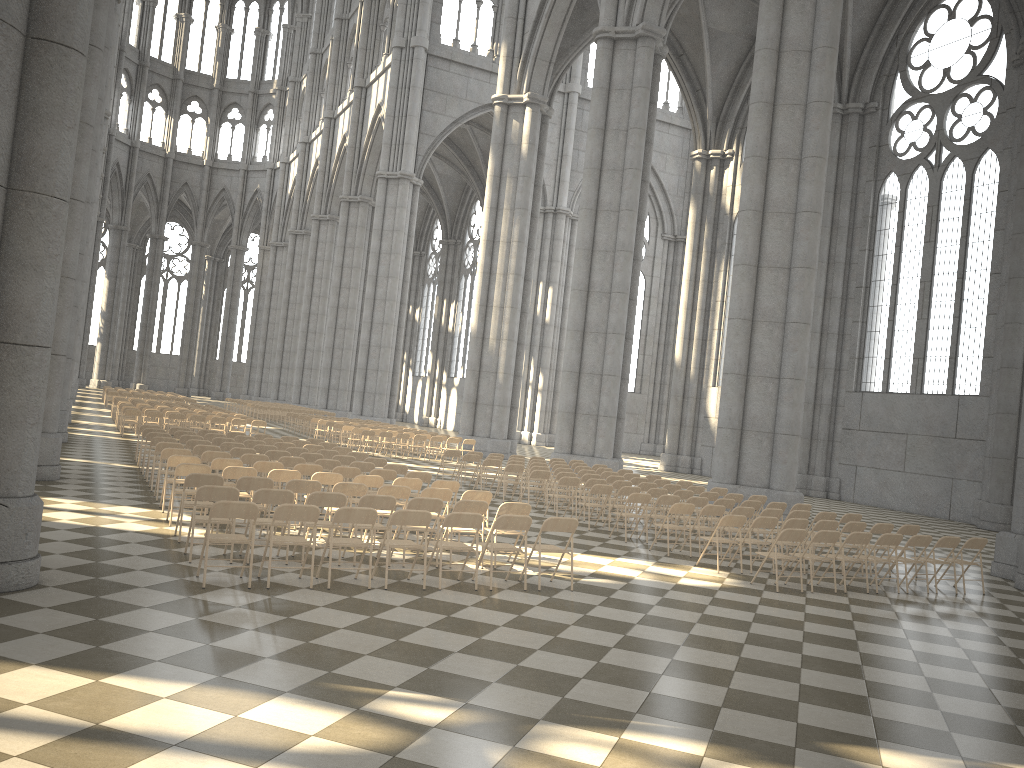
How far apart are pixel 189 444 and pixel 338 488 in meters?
5.9 m

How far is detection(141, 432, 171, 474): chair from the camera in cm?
1651

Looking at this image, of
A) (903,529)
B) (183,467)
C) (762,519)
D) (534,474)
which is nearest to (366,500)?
(183,467)

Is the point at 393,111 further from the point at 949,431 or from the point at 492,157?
the point at 949,431

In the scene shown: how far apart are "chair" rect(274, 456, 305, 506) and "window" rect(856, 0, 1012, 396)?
21.8m

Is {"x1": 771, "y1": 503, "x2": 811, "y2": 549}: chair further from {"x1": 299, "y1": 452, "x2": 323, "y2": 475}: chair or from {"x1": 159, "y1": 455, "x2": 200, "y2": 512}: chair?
{"x1": 159, "y1": 455, "x2": 200, "y2": 512}: chair

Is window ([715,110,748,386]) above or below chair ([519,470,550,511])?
above

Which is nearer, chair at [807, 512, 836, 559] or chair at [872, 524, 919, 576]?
chair at [872, 524, 919, 576]

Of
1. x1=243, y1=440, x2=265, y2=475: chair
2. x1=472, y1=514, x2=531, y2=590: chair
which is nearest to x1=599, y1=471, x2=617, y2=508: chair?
x1=243, y1=440, x2=265, y2=475: chair

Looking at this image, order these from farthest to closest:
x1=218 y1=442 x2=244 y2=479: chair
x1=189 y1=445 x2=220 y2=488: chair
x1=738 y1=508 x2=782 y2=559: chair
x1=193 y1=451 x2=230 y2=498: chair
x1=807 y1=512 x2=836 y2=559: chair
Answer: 1. x1=218 y1=442 x2=244 y2=479: chair
2. x1=189 y1=445 x2=220 y2=488: chair
3. x1=807 y1=512 x2=836 y2=559: chair
4. x1=738 y1=508 x2=782 y2=559: chair
5. x1=193 y1=451 x2=230 y2=498: chair
